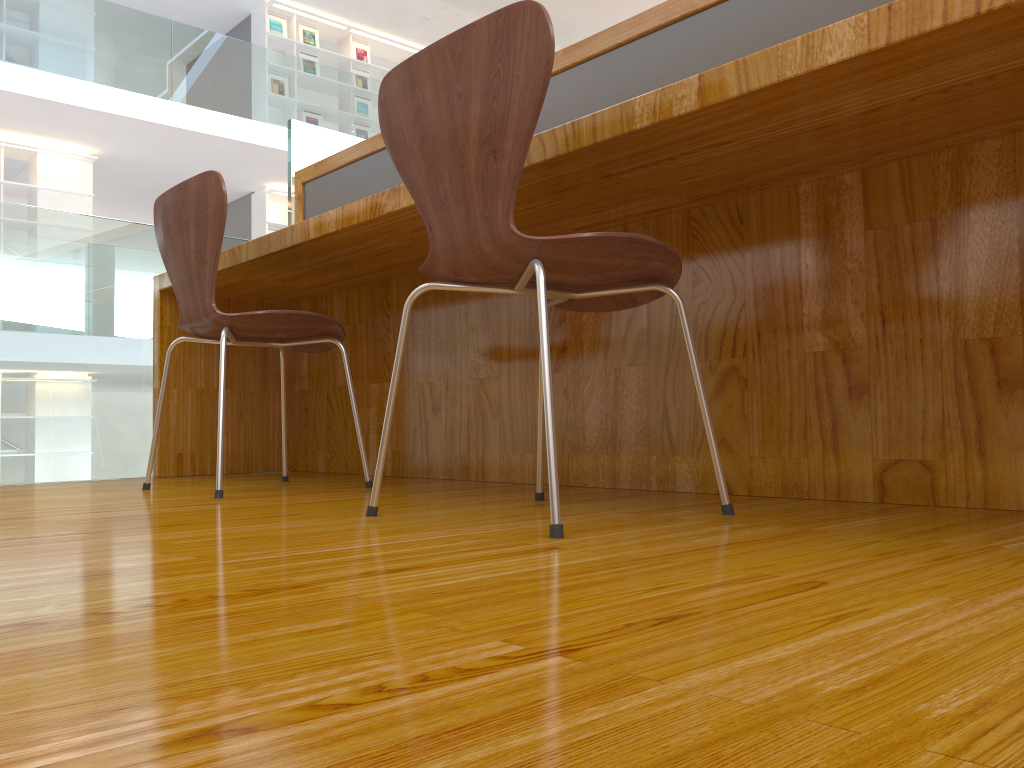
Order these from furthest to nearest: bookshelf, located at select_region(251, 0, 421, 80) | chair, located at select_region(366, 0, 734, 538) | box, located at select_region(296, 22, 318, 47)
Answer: box, located at select_region(296, 22, 318, 47) → bookshelf, located at select_region(251, 0, 421, 80) → chair, located at select_region(366, 0, 734, 538)

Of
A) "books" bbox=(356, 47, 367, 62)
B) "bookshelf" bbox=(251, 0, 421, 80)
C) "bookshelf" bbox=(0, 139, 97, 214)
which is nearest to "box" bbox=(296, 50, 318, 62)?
"bookshelf" bbox=(251, 0, 421, 80)

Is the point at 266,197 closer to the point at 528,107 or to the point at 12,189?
the point at 12,189

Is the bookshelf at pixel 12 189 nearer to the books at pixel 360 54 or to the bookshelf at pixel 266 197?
the bookshelf at pixel 266 197

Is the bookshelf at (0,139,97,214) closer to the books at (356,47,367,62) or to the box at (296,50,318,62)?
the box at (296,50,318,62)

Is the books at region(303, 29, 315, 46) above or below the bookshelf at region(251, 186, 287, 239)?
above

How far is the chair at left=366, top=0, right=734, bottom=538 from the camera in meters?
1.2 m

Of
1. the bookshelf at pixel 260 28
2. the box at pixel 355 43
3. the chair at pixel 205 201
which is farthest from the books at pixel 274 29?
the chair at pixel 205 201

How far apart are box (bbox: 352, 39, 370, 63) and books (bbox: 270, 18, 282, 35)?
1.0 meters

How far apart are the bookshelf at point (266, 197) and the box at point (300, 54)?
1.67m
